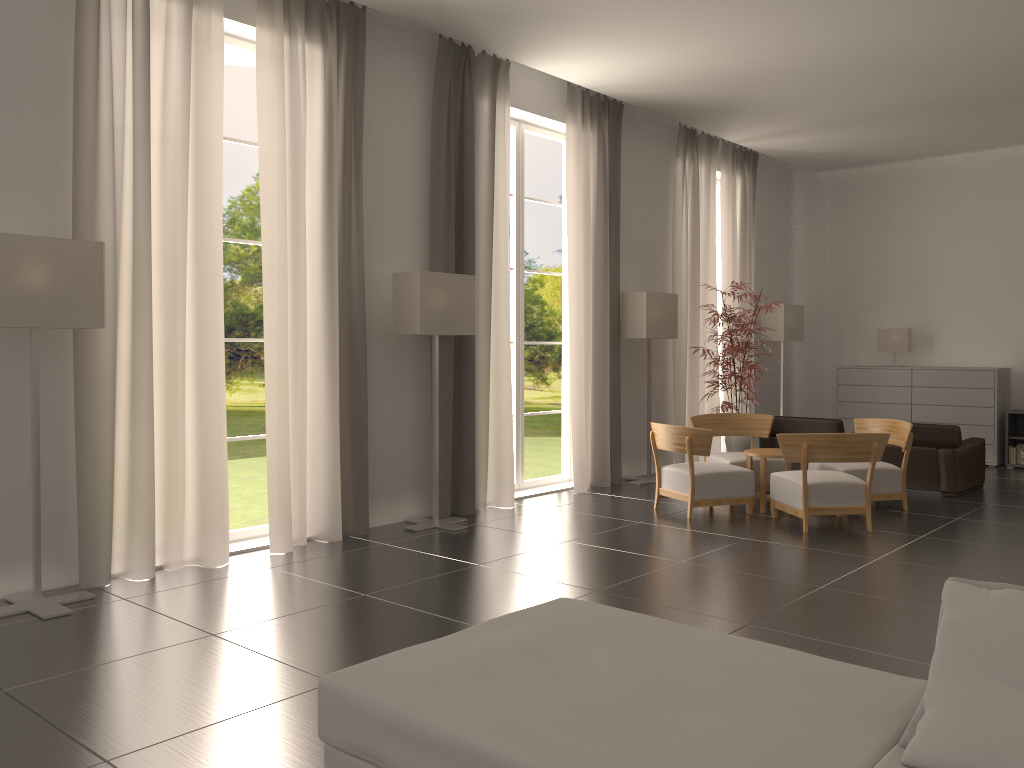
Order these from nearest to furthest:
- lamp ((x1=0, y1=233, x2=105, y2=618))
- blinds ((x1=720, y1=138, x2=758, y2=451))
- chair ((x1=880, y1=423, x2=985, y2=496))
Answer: lamp ((x1=0, y1=233, x2=105, y2=618)) < chair ((x1=880, y1=423, x2=985, y2=496)) < blinds ((x1=720, y1=138, x2=758, y2=451))

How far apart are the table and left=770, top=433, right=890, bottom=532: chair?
0.37m

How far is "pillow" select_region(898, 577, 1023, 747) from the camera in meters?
3.3 m

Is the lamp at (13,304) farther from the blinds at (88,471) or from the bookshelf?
the bookshelf

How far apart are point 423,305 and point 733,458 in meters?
5.4 m

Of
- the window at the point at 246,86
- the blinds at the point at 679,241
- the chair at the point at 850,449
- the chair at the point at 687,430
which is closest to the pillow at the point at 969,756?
the chair at the point at 850,449

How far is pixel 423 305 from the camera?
10.7 meters

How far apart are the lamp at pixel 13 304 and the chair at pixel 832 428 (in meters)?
11.00

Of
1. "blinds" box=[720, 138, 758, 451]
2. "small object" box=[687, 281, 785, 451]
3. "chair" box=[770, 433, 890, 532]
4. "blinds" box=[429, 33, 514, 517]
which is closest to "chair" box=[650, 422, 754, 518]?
"chair" box=[770, 433, 890, 532]

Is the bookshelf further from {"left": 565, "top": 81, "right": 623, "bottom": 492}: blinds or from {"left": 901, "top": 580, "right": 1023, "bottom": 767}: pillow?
{"left": 901, "top": 580, "right": 1023, "bottom": 767}: pillow
